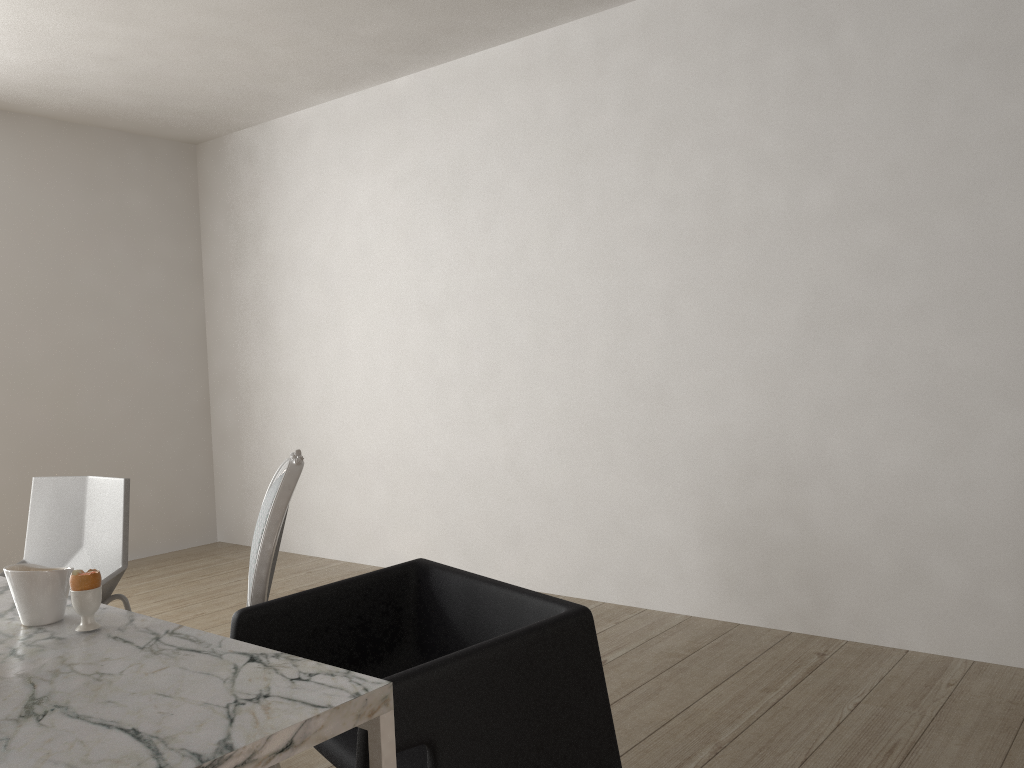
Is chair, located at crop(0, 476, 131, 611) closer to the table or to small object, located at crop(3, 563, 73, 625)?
the table

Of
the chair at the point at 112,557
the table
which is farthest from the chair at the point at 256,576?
the chair at the point at 112,557

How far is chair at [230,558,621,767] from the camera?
1.3m

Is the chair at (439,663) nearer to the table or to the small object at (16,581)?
the table

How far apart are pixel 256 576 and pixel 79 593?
0.4 meters

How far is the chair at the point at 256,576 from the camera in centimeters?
180cm

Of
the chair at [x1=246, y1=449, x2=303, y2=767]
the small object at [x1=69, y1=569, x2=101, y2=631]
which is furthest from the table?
the chair at [x1=246, y1=449, x2=303, y2=767]

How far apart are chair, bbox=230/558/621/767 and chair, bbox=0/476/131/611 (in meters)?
0.82

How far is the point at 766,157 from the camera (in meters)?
3.13

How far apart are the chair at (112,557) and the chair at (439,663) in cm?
82
